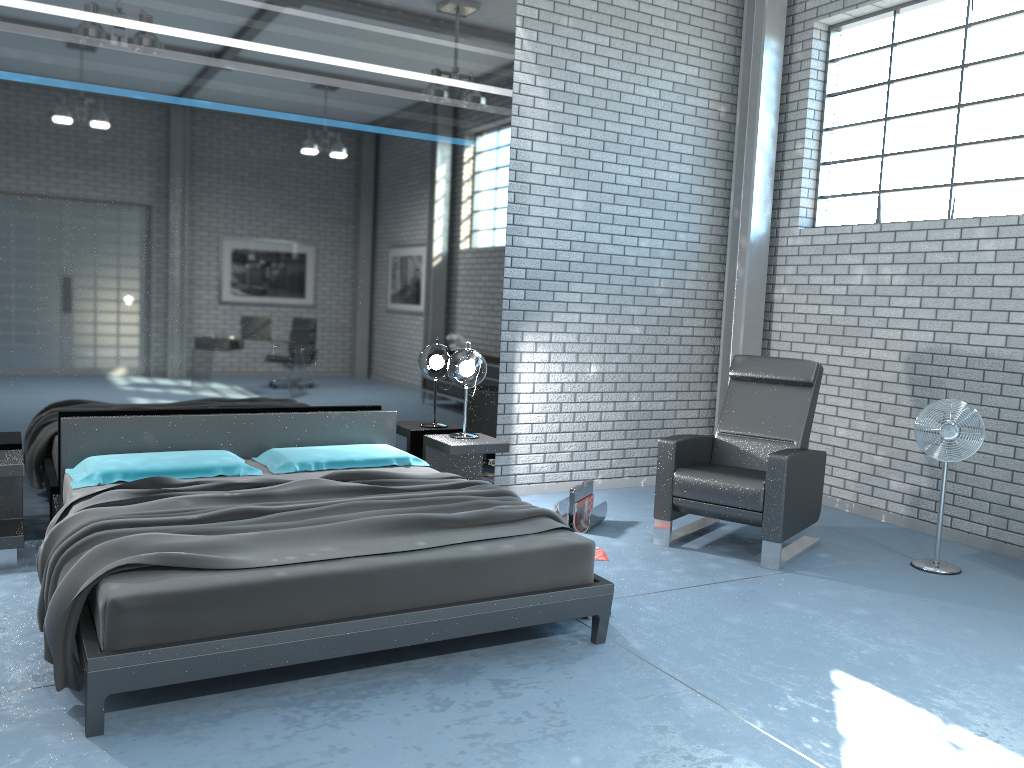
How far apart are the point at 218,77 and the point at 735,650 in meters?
3.9

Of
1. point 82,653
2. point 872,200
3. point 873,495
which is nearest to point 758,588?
point 873,495

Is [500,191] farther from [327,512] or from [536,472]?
[327,512]

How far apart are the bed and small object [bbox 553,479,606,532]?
1.0m

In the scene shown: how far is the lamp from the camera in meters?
5.4

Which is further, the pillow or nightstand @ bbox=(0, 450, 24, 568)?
the pillow

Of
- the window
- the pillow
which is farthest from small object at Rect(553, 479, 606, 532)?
the window

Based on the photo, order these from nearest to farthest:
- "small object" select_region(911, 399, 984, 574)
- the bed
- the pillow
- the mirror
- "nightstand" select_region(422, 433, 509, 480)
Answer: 1. the bed
2. the pillow
3. the mirror
4. "small object" select_region(911, 399, 984, 574)
5. "nightstand" select_region(422, 433, 509, 480)

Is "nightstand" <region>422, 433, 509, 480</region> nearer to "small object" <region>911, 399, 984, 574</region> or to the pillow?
the pillow

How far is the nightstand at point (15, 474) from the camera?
4.11m
